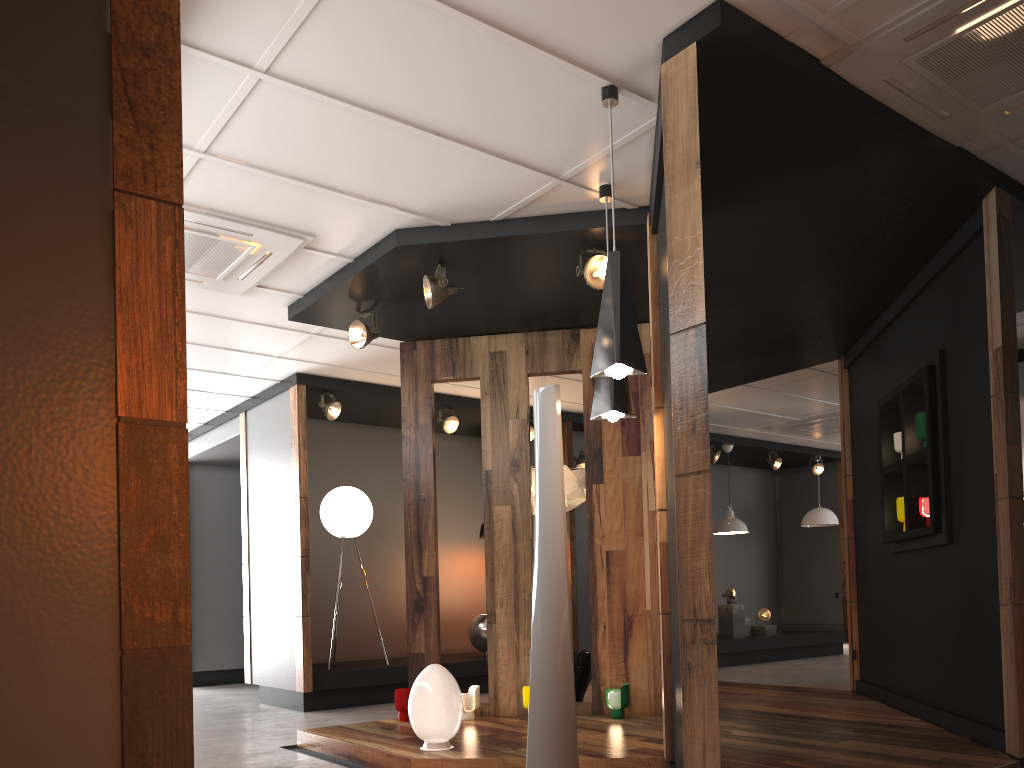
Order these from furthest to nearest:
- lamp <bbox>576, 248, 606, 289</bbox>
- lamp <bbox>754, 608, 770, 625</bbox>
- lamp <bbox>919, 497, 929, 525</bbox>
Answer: lamp <bbox>754, 608, 770, 625</bbox>, lamp <bbox>919, 497, 929, 525</bbox>, lamp <bbox>576, 248, 606, 289</bbox>

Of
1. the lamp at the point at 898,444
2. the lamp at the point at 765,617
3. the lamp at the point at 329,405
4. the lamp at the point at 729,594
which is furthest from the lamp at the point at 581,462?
the lamp at the point at 898,444

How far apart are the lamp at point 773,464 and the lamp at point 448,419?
5.24m

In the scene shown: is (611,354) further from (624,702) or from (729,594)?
(729,594)

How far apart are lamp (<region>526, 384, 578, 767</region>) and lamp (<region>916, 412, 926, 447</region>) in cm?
274

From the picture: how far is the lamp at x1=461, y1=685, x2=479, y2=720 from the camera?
5.7m

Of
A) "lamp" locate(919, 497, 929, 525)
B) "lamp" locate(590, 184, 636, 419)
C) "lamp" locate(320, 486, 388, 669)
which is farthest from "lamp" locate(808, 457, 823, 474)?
"lamp" locate(590, 184, 636, 419)

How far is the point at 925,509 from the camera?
5.3m

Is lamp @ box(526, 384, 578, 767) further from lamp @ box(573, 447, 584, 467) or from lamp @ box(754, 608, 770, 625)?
lamp @ box(754, 608, 770, 625)

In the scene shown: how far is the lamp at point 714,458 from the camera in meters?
11.1
